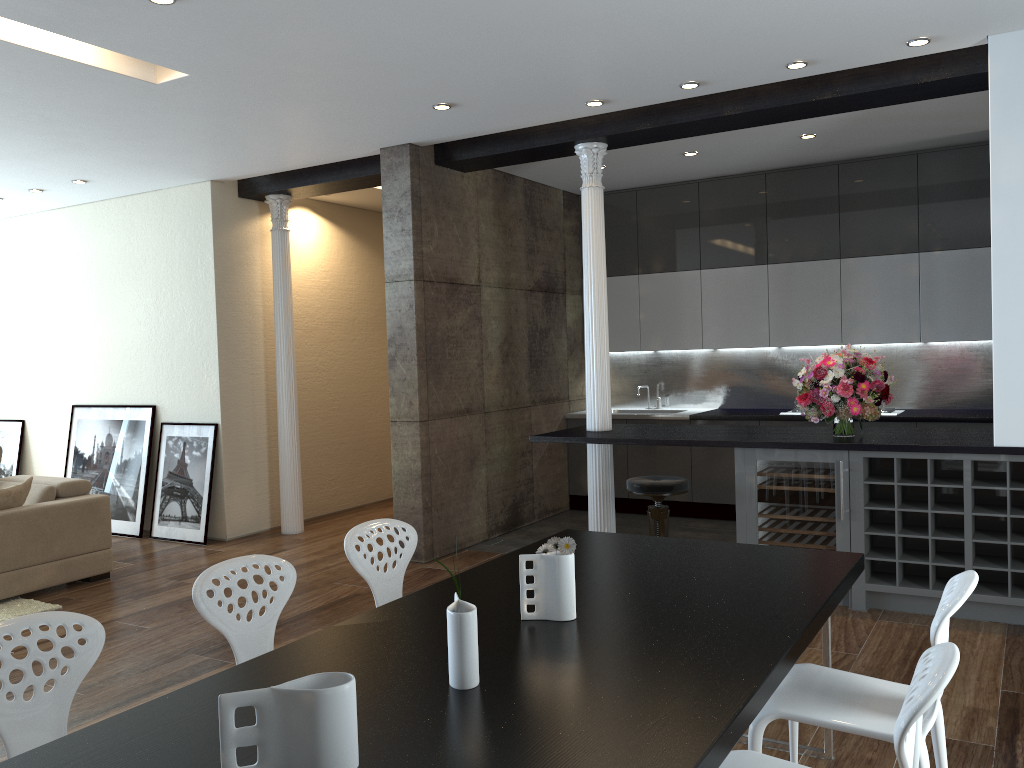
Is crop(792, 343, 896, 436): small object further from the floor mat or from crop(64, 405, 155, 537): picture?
crop(64, 405, 155, 537): picture

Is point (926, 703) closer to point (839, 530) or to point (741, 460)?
point (839, 530)

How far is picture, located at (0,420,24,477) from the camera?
8.78m

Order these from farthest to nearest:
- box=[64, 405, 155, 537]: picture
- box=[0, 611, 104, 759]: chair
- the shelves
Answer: box=[64, 405, 155, 537]: picture, the shelves, box=[0, 611, 104, 759]: chair

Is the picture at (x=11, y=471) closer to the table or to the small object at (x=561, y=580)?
the table

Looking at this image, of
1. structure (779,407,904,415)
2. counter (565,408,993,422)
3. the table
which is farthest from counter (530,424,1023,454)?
the table

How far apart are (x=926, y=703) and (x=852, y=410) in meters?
3.5

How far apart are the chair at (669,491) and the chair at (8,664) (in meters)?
3.38

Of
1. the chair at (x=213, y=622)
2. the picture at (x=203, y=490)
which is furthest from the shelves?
the picture at (x=203, y=490)

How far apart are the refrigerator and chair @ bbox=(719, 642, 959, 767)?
2.9m
